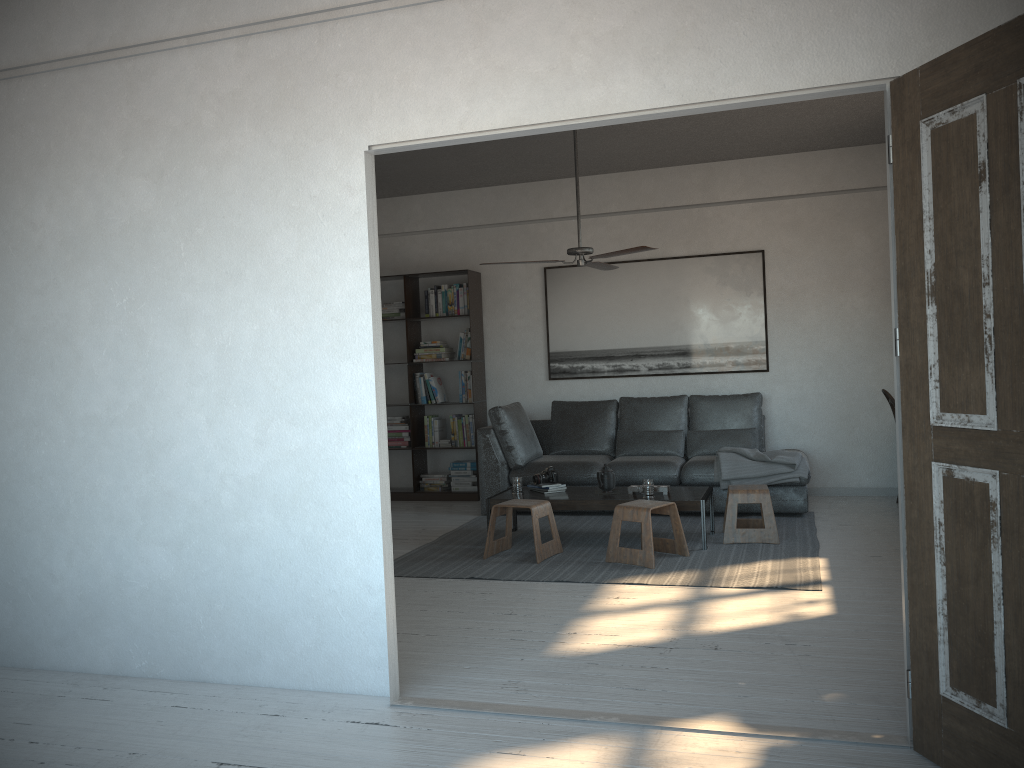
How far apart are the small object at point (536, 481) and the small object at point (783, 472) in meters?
1.3

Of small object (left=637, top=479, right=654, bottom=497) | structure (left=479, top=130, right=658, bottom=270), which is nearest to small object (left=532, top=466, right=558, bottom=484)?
small object (left=637, top=479, right=654, bottom=497)

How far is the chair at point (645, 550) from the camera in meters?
5.2 m

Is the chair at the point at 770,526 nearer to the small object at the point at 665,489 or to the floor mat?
the floor mat

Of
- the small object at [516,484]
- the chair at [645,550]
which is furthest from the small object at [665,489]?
the small object at [516,484]

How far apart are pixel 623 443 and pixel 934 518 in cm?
484

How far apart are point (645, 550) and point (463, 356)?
3.4 meters

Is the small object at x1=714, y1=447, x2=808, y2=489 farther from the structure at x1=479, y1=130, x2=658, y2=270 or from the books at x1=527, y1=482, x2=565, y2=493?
the structure at x1=479, y1=130, x2=658, y2=270

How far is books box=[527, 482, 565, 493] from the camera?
6.1 meters

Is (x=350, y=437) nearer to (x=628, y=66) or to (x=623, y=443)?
(x=628, y=66)
